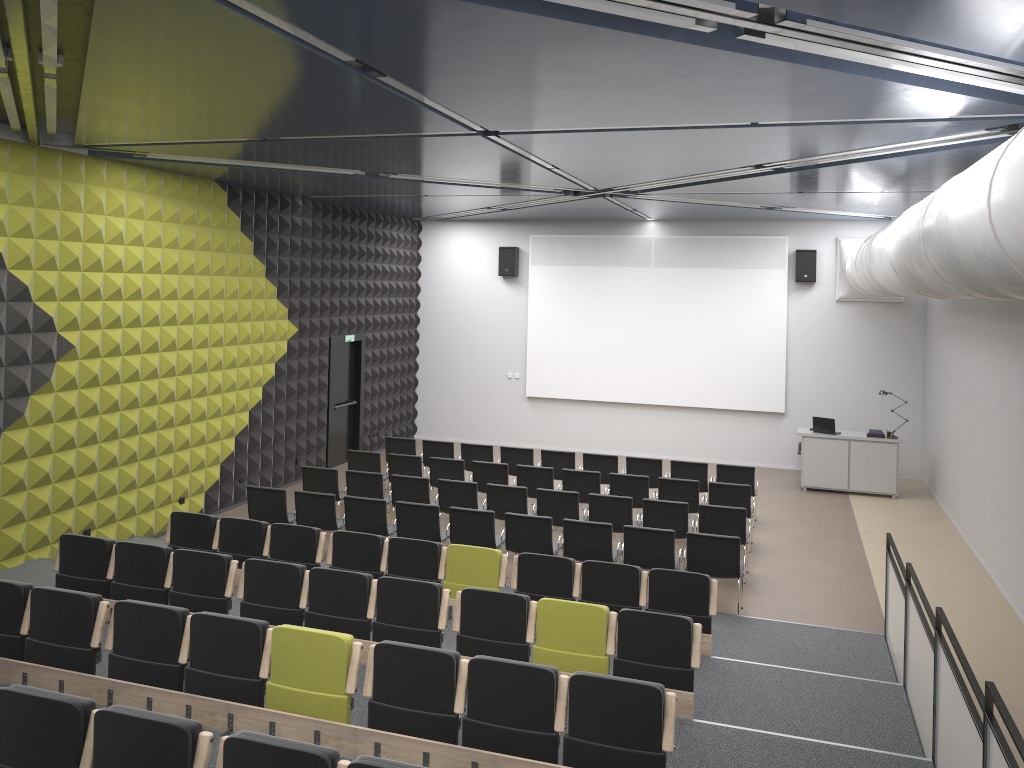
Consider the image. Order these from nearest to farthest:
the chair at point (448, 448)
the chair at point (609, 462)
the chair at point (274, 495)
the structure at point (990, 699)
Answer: the structure at point (990, 699) < the chair at point (274, 495) < the chair at point (609, 462) < the chair at point (448, 448)

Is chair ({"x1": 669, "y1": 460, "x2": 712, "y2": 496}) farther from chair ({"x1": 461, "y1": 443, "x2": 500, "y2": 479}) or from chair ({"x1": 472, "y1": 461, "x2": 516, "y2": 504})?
chair ({"x1": 461, "y1": 443, "x2": 500, "y2": 479})

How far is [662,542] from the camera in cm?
959

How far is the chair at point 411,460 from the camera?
13.24m

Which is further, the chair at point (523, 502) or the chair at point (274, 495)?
the chair at point (523, 502)

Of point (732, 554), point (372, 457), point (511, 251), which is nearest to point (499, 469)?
point (372, 457)

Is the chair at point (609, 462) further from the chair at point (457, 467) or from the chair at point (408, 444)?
the chair at point (408, 444)

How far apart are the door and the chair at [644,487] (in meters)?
6.03

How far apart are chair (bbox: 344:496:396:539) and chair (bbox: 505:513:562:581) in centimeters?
149cm

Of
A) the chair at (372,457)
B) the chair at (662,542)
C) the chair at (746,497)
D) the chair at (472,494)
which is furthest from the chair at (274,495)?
the chair at (746,497)
